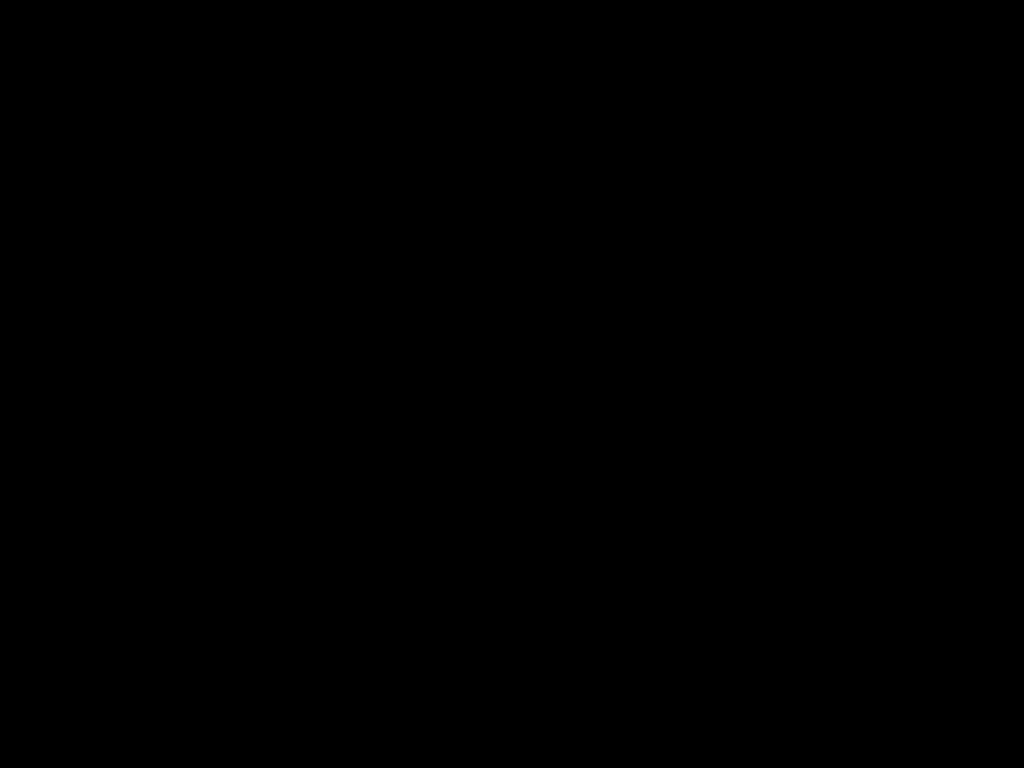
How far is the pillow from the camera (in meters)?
2.72

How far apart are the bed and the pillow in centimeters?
3cm

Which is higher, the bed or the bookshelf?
the bed

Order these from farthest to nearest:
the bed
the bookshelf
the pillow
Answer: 1. the pillow
2. the bookshelf
3. the bed

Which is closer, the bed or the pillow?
the bed

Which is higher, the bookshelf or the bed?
the bed

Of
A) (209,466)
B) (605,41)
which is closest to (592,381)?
(209,466)

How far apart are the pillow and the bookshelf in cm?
5

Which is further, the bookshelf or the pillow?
the pillow

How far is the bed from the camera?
0.4 meters
